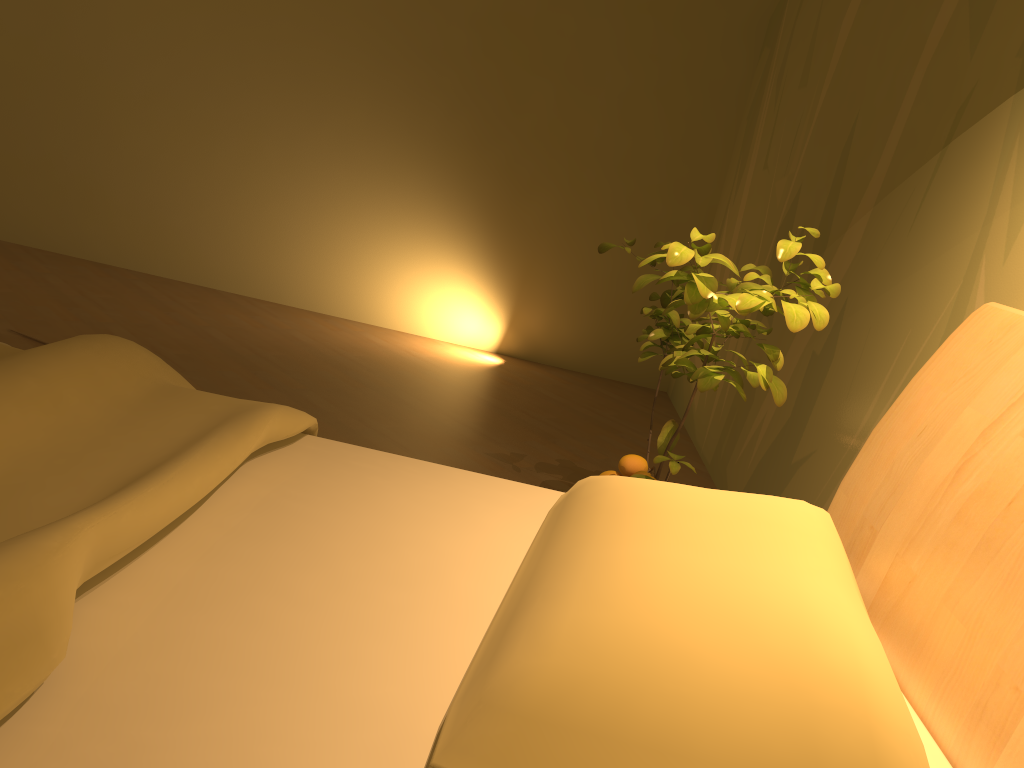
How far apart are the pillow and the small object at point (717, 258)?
0.3 meters

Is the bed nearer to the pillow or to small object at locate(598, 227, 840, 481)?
the pillow

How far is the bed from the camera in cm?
82

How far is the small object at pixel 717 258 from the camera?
1.48m

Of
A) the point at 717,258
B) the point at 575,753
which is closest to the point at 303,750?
the point at 575,753

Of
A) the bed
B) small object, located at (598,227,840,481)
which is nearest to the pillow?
the bed

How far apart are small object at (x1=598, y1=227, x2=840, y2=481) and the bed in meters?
0.2

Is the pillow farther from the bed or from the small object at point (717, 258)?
the small object at point (717, 258)

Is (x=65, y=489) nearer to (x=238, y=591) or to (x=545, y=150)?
(x=238, y=591)

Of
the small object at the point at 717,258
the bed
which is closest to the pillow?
the bed
